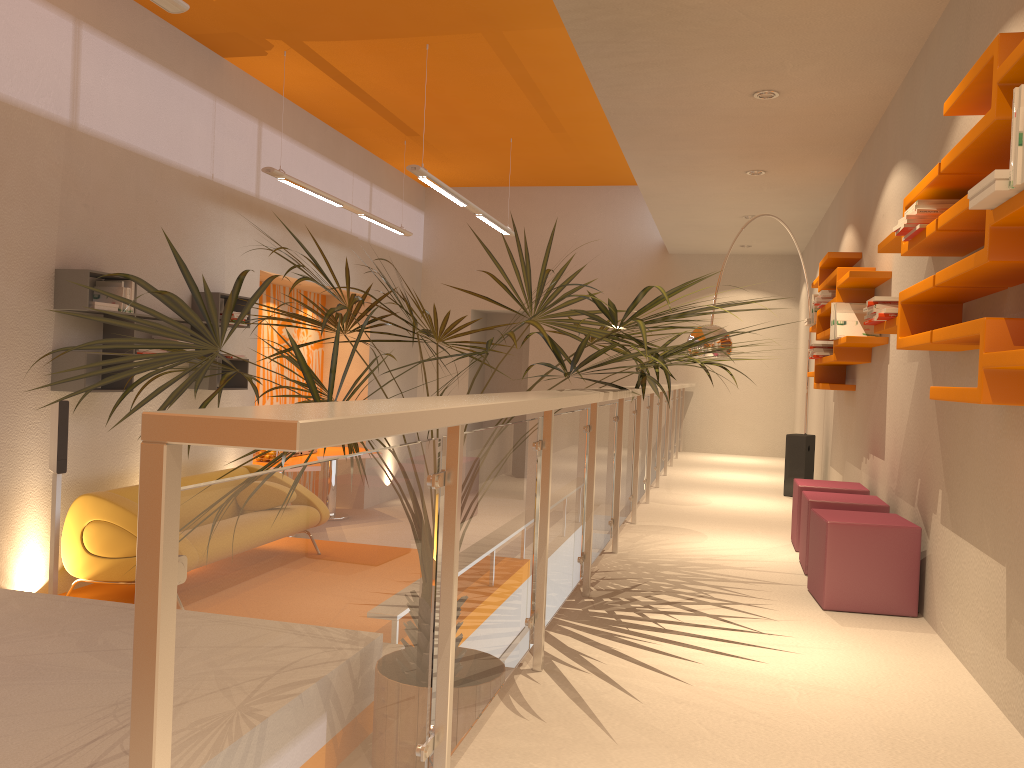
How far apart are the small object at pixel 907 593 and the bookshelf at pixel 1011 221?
1.34m

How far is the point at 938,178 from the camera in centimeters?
286cm

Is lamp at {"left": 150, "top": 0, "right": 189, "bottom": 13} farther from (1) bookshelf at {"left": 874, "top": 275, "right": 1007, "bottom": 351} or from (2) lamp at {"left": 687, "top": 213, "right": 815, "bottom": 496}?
(2) lamp at {"left": 687, "top": 213, "right": 815, "bottom": 496}

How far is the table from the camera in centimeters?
895cm

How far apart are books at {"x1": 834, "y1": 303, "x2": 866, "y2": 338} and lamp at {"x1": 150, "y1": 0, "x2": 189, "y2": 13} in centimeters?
380cm

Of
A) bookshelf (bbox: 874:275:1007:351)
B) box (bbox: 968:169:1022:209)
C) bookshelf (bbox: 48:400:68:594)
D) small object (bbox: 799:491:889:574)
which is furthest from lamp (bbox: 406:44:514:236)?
box (bbox: 968:169:1022:209)

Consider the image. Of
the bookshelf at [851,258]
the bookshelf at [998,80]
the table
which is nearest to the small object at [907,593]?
the bookshelf at [998,80]

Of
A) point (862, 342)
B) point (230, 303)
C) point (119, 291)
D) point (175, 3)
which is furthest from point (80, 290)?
point (862, 342)

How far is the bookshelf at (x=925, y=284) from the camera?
2.93m

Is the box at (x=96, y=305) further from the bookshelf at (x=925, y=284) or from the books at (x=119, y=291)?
the bookshelf at (x=925, y=284)
